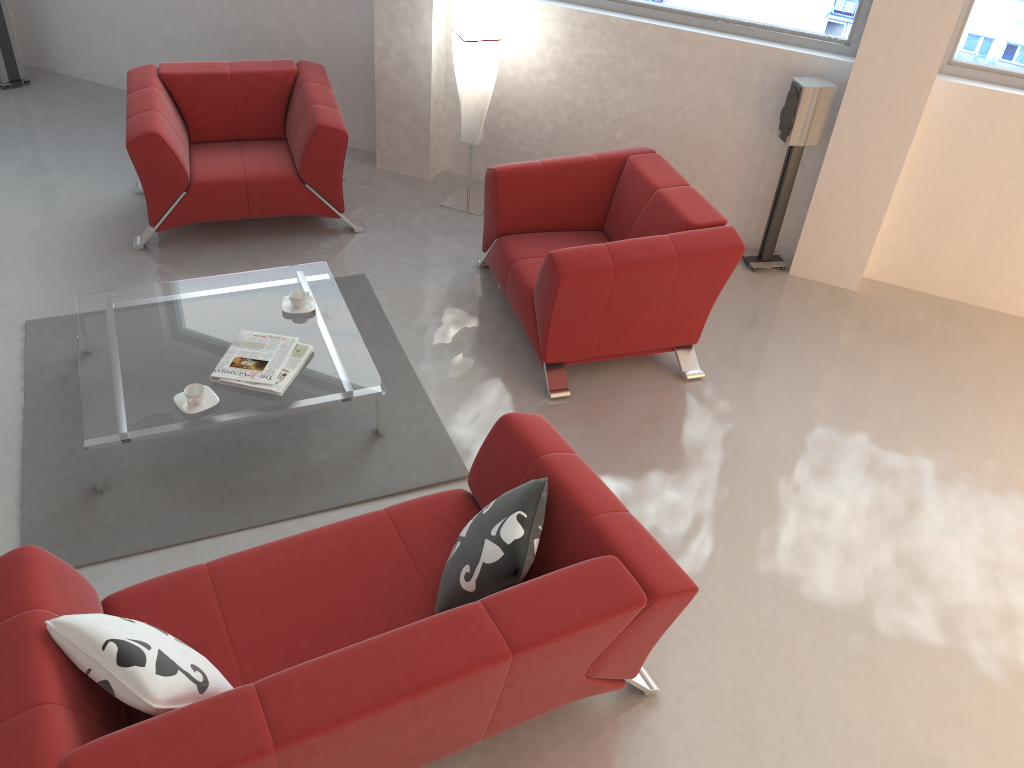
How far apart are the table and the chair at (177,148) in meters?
0.8 m

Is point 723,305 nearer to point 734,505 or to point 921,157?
point 921,157

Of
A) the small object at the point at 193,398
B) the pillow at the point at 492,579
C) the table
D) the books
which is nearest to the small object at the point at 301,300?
the table

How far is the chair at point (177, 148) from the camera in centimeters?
477cm

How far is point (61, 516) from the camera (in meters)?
3.37

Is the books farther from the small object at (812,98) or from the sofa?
the small object at (812,98)

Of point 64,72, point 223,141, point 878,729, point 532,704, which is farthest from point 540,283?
point 64,72

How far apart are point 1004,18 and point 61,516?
4.93m

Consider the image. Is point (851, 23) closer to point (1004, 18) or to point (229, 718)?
point (1004, 18)

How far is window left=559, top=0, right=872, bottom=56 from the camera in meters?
4.7
